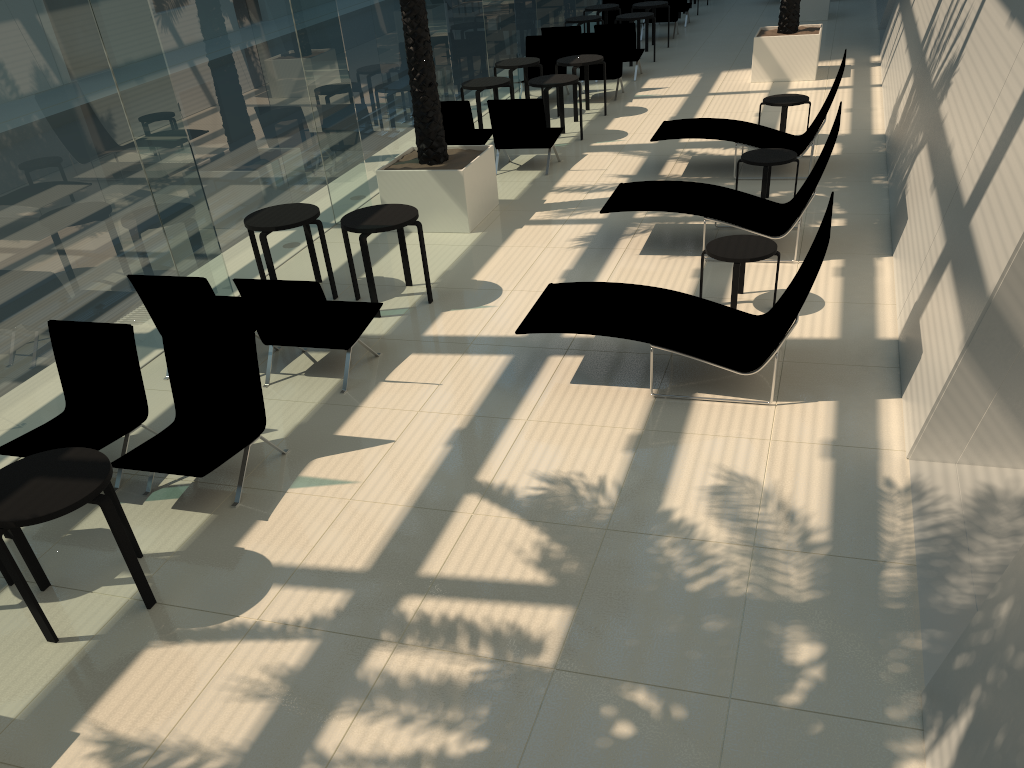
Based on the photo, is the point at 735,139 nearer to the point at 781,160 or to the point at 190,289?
the point at 781,160

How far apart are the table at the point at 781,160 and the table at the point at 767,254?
2.1m

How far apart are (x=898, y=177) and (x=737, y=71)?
7.5m

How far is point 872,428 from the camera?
5.65m

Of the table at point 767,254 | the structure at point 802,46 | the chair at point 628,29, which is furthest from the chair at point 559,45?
the table at point 767,254

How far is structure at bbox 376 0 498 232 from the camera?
9.48m

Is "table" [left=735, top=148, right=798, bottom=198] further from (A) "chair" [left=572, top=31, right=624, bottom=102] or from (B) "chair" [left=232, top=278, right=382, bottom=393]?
(A) "chair" [left=572, top=31, right=624, bottom=102]

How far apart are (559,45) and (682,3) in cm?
683

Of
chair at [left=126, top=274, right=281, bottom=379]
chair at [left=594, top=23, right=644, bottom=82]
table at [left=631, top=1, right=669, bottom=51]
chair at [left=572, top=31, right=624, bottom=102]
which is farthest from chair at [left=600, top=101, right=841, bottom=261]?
table at [left=631, top=1, right=669, bottom=51]

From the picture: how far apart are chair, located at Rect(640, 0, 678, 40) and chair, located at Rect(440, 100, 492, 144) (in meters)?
9.66
